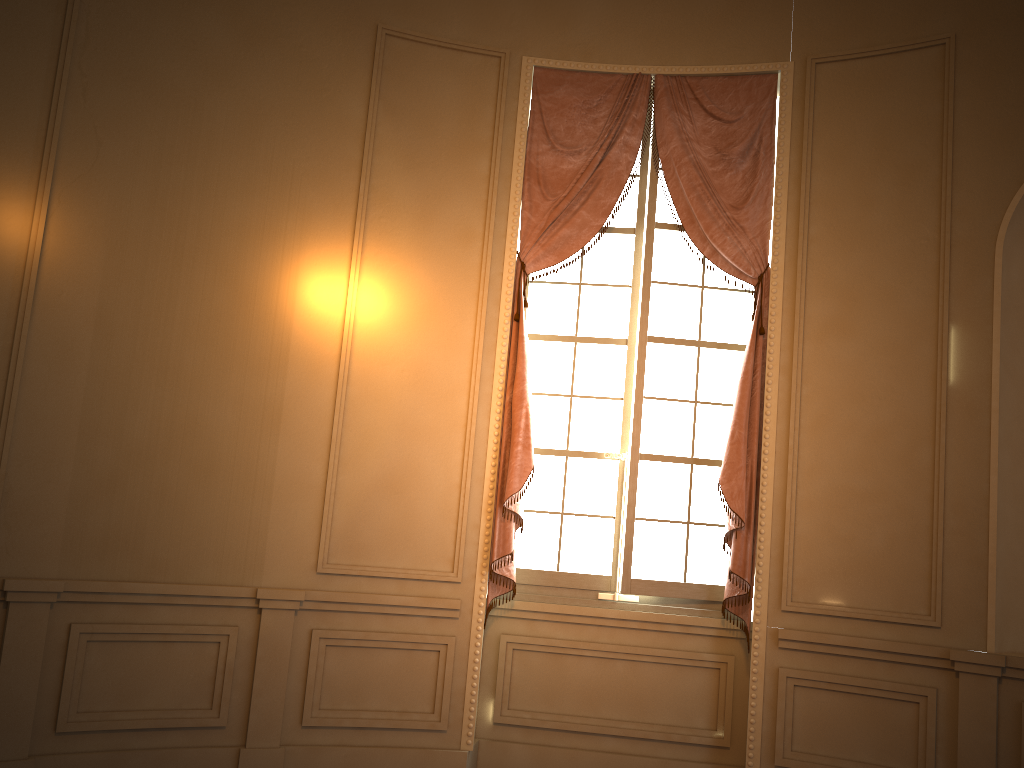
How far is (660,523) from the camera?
4.5 meters

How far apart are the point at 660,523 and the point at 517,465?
0.82m

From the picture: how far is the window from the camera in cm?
455

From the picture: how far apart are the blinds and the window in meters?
0.1 m

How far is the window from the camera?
4.5m

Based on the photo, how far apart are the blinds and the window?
0.1m

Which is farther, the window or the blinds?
the window

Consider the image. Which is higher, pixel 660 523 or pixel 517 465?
pixel 517 465
